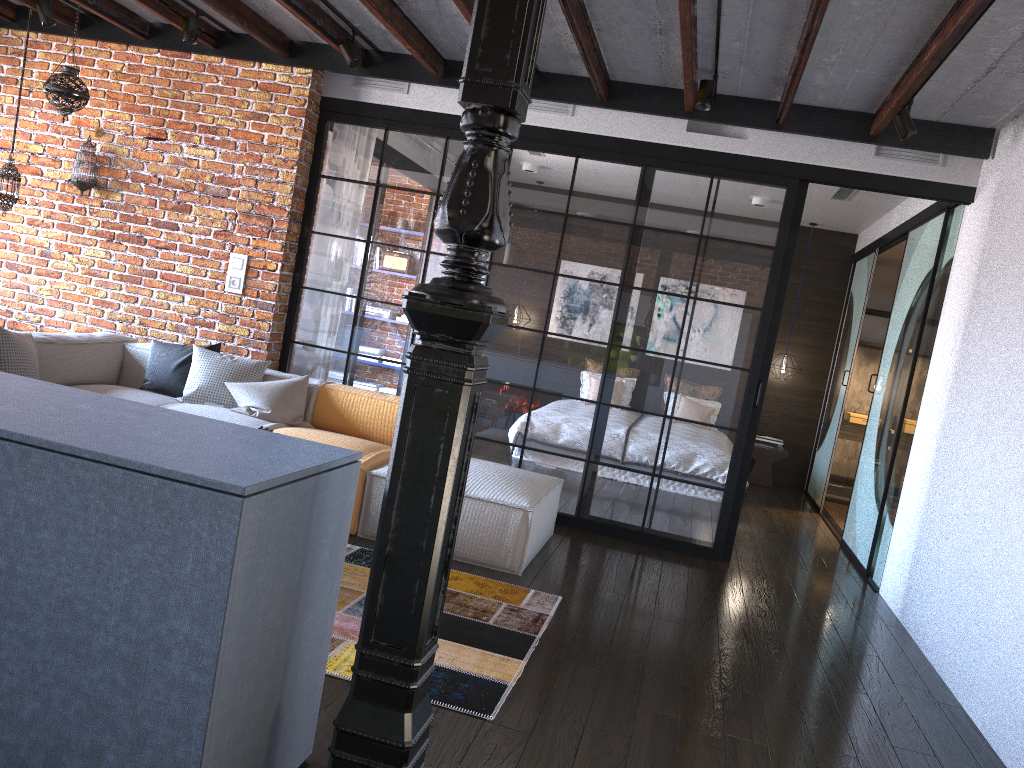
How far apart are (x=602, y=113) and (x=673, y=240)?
0.90m

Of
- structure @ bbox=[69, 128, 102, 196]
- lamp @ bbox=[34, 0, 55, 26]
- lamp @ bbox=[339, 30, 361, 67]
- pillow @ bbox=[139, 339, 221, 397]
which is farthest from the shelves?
lamp @ bbox=[34, 0, 55, 26]

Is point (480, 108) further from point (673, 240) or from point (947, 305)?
point (947, 305)

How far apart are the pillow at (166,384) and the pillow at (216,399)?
0.1 meters

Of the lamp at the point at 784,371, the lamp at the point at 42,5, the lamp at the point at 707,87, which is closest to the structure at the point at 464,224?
the lamp at the point at 707,87

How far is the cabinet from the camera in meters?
1.7 m

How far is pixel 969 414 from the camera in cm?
437

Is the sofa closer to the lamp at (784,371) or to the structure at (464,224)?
the structure at (464,224)

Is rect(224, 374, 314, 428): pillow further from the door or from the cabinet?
the door

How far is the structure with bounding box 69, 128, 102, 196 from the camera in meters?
5.9 m
